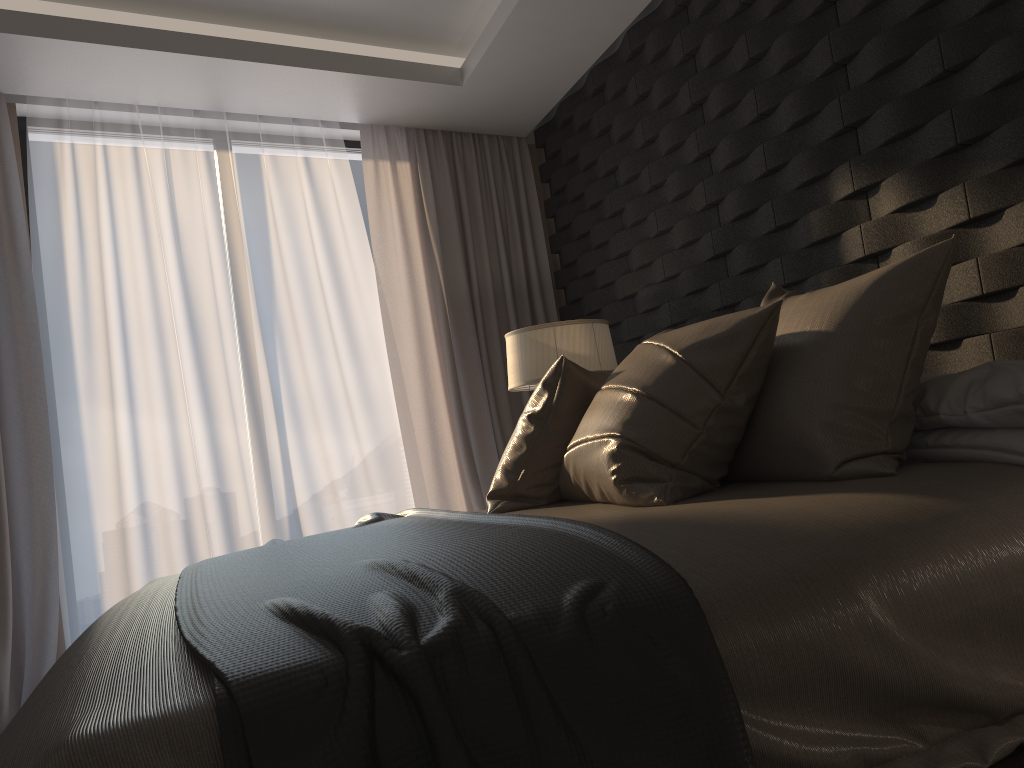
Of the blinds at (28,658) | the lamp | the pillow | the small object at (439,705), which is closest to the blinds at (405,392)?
the lamp

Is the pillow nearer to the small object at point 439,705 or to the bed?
the bed

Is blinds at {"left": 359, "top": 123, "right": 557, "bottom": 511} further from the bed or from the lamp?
the bed

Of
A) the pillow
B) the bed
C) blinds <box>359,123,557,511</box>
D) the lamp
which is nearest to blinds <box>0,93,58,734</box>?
the bed

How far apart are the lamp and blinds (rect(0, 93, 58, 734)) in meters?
1.9

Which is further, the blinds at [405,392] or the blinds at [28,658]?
the blinds at [405,392]

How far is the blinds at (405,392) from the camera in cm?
448

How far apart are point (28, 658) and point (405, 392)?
2.0 meters

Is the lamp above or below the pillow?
above

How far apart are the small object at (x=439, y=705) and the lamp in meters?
1.0
